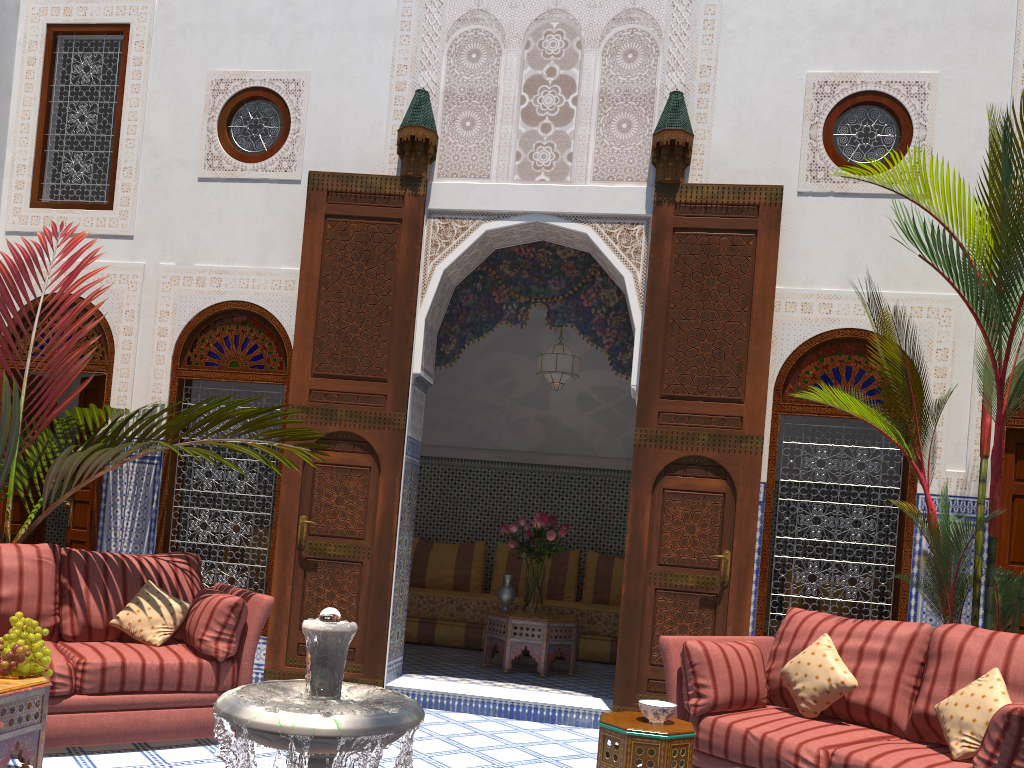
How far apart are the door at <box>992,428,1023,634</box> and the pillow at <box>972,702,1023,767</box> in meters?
1.9 m

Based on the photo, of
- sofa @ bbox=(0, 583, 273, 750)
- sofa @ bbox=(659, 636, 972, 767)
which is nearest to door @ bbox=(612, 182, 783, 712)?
sofa @ bbox=(659, 636, 972, 767)

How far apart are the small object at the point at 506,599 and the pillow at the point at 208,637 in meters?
2.0 m

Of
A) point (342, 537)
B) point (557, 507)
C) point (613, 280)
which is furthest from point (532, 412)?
point (342, 537)

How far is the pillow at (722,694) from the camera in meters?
2.8 m

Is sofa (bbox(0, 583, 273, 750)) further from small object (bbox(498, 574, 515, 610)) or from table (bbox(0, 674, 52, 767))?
small object (bbox(498, 574, 515, 610))

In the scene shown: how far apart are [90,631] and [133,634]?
0.2m

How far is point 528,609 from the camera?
4.9 meters

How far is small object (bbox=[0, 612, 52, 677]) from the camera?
2.4m

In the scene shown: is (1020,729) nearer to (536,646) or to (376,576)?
(376,576)
